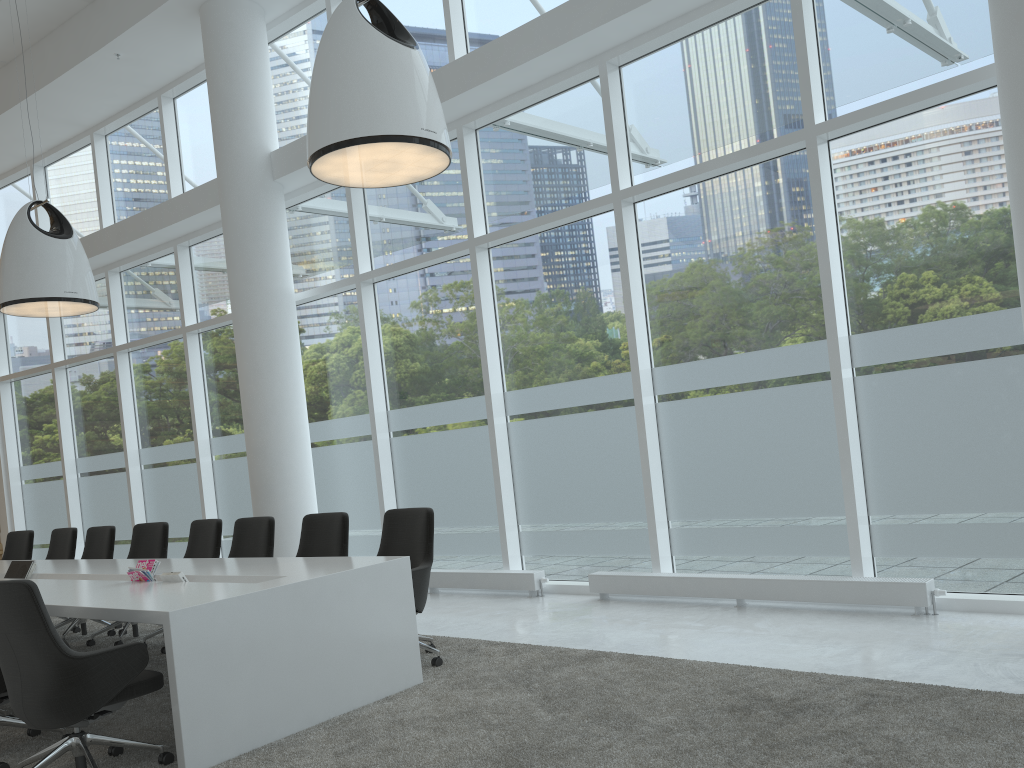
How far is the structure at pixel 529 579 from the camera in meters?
7.6 m

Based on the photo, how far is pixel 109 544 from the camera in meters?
8.0 m

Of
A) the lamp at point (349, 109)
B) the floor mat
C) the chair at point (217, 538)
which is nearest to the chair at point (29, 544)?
the floor mat

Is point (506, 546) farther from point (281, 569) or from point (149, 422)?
point (149, 422)

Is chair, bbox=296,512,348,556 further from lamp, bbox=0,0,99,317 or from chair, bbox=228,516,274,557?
lamp, bbox=0,0,99,317

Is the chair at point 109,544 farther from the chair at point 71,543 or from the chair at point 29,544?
the chair at point 29,544

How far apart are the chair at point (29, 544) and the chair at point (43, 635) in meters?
5.6

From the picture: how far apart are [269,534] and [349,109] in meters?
3.2

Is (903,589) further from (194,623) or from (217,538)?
(217,538)

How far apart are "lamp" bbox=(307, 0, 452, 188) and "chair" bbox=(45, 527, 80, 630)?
4.9m
